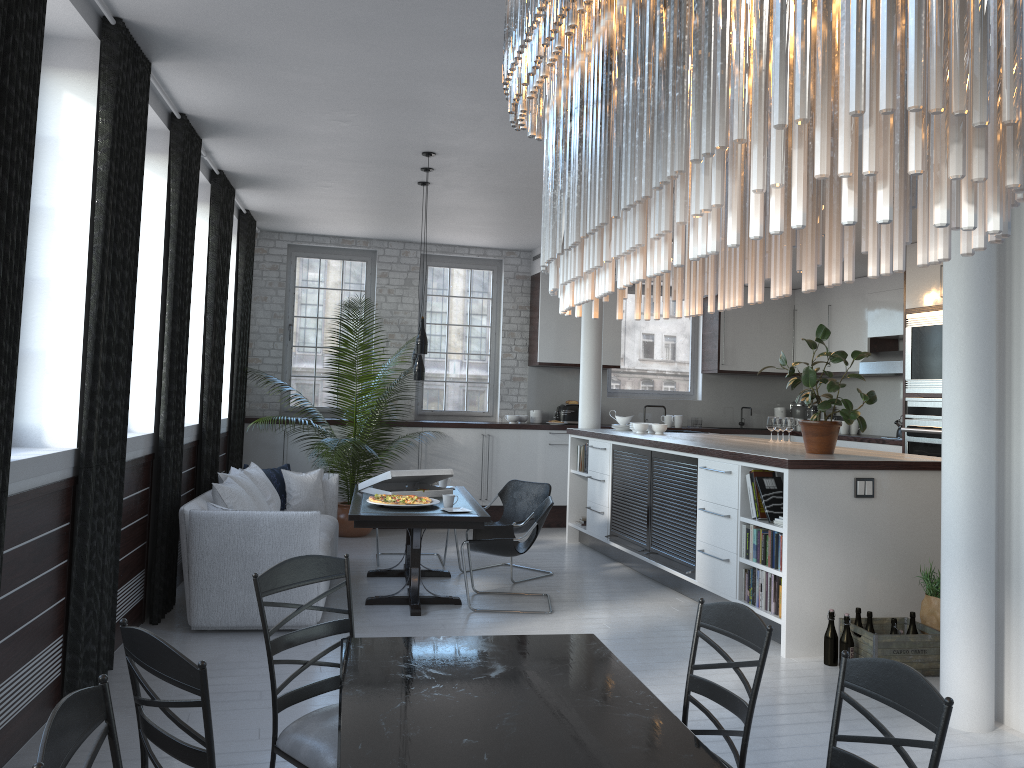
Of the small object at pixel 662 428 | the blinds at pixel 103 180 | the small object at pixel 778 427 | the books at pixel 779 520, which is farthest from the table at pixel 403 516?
the small object at pixel 778 427

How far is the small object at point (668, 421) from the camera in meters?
10.8 m

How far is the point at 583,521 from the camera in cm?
920

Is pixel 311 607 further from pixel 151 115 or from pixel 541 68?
pixel 151 115

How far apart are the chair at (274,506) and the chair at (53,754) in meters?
5.4

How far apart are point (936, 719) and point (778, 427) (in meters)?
5.85

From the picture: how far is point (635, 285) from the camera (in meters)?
1.63

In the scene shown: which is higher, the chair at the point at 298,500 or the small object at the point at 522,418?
the small object at the point at 522,418

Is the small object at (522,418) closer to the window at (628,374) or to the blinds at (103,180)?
the window at (628,374)

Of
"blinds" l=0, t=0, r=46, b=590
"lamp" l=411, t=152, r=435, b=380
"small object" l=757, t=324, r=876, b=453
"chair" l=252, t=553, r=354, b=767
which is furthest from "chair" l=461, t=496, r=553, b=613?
"blinds" l=0, t=0, r=46, b=590
